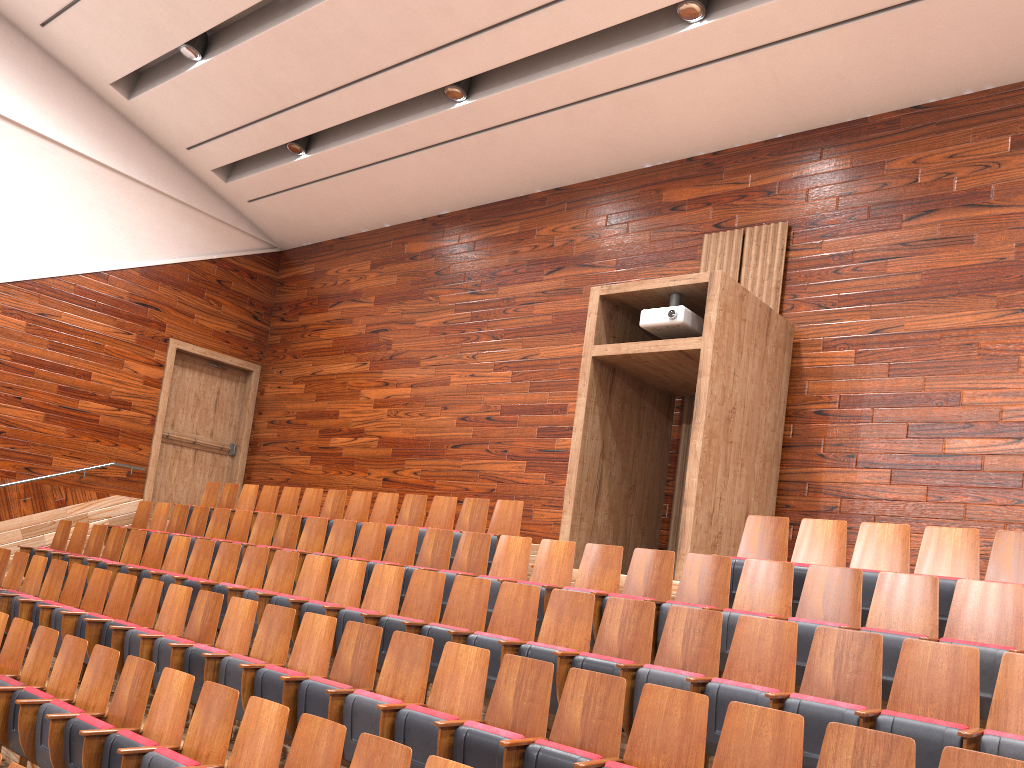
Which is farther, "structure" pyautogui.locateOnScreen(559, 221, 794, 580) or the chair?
"structure" pyautogui.locateOnScreen(559, 221, 794, 580)

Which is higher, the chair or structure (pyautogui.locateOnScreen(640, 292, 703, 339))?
structure (pyautogui.locateOnScreen(640, 292, 703, 339))

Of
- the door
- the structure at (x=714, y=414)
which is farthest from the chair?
the door

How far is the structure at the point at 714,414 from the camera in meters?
0.6 m

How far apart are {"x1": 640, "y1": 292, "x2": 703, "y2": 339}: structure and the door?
0.7m

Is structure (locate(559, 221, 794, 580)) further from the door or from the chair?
the door

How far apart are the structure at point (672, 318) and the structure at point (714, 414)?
0.0 meters

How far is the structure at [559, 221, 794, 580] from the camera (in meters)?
0.65

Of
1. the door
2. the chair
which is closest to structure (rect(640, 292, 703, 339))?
the chair

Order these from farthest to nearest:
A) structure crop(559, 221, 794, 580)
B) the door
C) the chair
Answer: the door < structure crop(559, 221, 794, 580) < the chair
